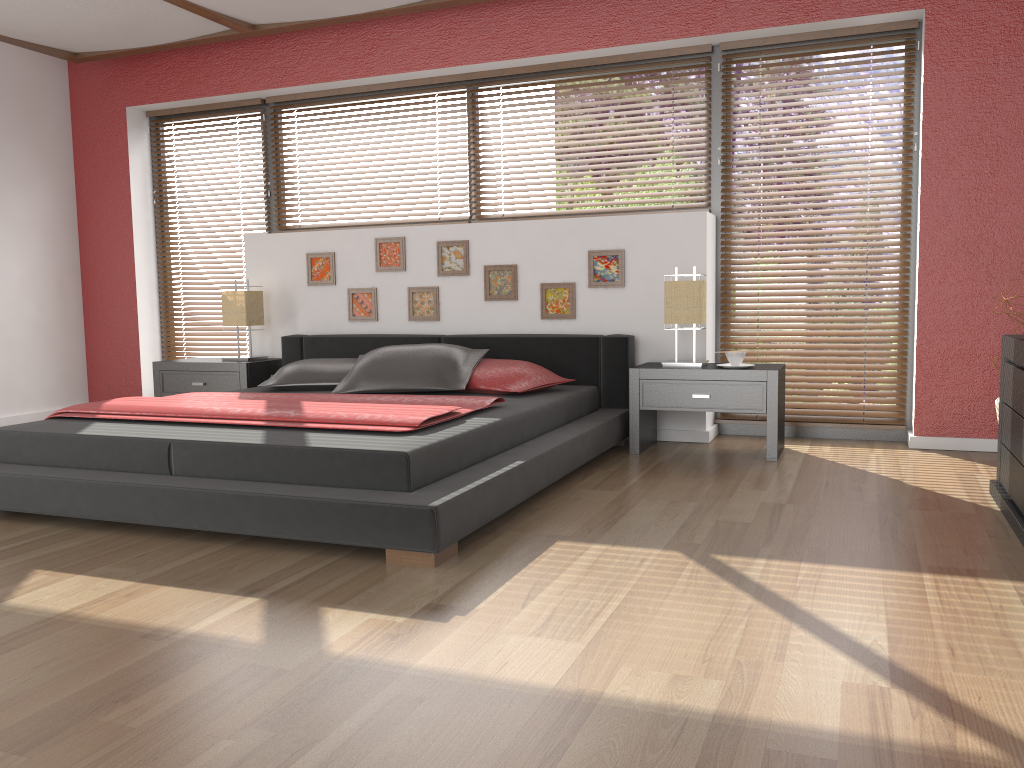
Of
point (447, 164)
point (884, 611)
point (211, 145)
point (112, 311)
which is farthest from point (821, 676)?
point (112, 311)

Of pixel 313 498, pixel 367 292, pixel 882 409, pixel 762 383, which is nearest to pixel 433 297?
pixel 367 292

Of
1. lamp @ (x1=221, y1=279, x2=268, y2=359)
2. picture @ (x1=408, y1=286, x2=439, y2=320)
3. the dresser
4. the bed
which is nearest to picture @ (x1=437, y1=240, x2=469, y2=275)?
picture @ (x1=408, y1=286, x2=439, y2=320)

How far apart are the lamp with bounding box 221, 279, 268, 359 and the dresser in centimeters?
398cm

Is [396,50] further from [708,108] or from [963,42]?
[963,42]

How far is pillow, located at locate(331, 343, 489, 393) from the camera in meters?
4.3 m

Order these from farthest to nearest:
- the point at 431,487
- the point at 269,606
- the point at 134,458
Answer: the point at 134,458 → the point at 431,487 → the point at 269,606

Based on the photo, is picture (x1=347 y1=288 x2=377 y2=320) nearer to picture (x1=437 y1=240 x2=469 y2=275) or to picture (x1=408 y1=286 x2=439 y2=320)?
picture (x1=408 y1=286 x2=439 y2=320)

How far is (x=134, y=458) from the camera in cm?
310

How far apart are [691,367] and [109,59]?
4.5 meters
